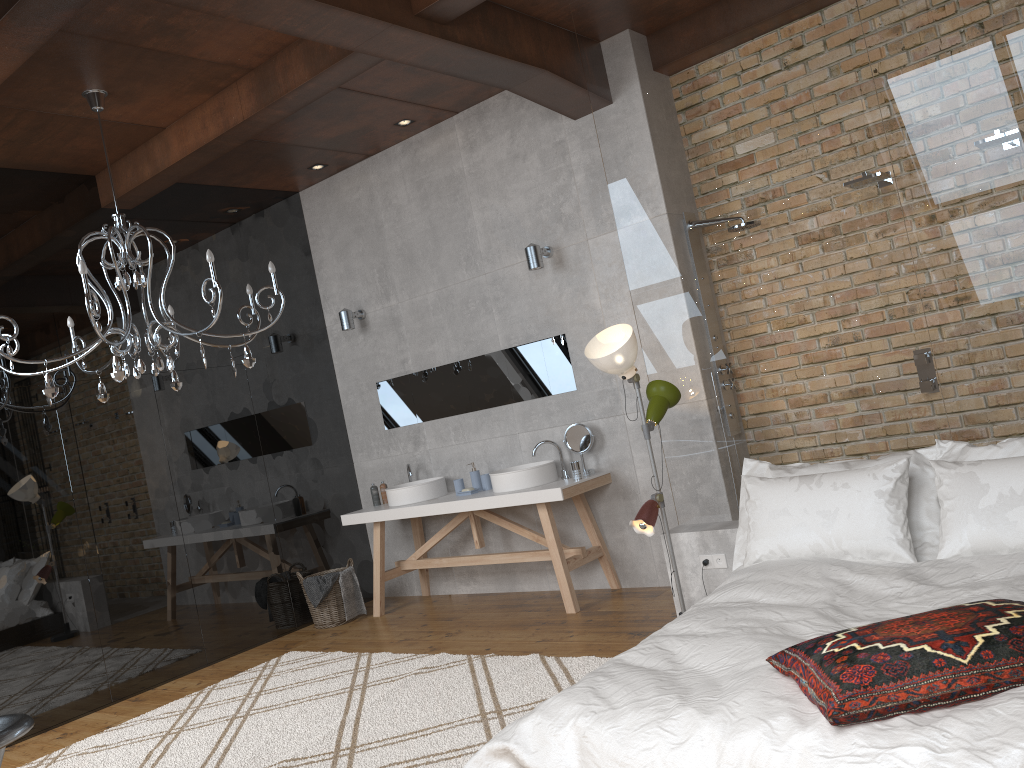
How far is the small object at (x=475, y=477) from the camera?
6.2m

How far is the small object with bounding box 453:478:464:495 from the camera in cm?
614

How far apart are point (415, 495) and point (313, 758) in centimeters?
263cm

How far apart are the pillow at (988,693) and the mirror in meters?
3.4 m

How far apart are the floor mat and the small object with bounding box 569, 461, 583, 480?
1.3 meters

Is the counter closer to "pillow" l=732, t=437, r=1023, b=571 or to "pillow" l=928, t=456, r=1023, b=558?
"pillow" l=732, t=437, r=1023, b=571

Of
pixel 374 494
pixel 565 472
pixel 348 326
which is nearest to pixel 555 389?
pixel 565 472

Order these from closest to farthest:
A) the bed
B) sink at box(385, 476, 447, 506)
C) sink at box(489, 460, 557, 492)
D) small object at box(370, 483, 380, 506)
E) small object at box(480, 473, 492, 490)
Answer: the bed, sink at box(489, 460, 557, 492), small object at box(480, 473, 492, 490), sink at box(385, 476, 447, 506), small object at box(370, 483, 380, 506)

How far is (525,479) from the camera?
5.6m

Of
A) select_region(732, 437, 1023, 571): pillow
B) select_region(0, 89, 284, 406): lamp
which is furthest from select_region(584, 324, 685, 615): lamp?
select_region(0, 89, 284, 406): lamp
